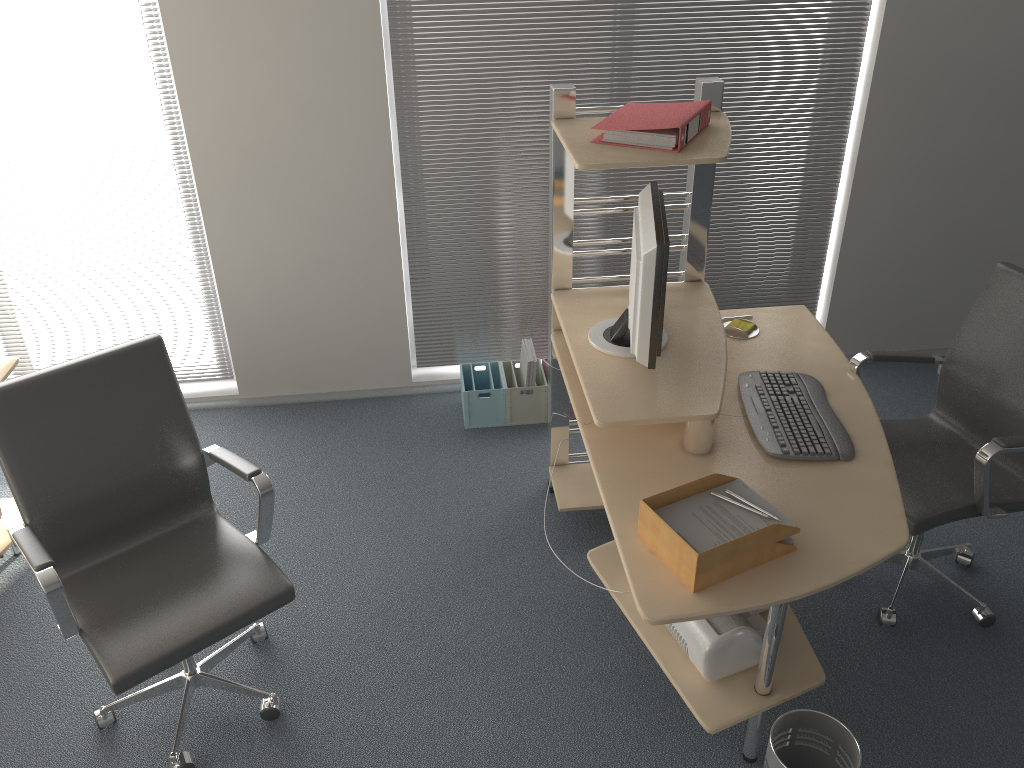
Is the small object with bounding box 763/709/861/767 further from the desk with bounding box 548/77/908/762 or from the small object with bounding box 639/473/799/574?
the small object with bounding box 639/473/799/574

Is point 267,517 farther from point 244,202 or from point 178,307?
point 178,307

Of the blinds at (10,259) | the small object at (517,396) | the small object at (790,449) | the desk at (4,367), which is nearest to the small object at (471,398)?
the small object at (517,396)

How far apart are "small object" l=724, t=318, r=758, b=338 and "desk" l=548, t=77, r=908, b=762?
0.0m

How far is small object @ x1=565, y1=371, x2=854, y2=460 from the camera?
2.5m

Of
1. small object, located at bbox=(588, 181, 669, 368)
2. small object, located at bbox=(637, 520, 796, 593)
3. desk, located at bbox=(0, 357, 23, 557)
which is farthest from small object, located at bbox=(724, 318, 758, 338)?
desk, located at bbox=(0, 357, 23, 557)

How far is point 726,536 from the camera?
2.08m

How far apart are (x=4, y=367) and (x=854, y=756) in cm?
283

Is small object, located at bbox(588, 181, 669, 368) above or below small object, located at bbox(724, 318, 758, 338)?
above

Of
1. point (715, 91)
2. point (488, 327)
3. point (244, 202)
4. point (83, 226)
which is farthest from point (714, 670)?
point (83, 226)
